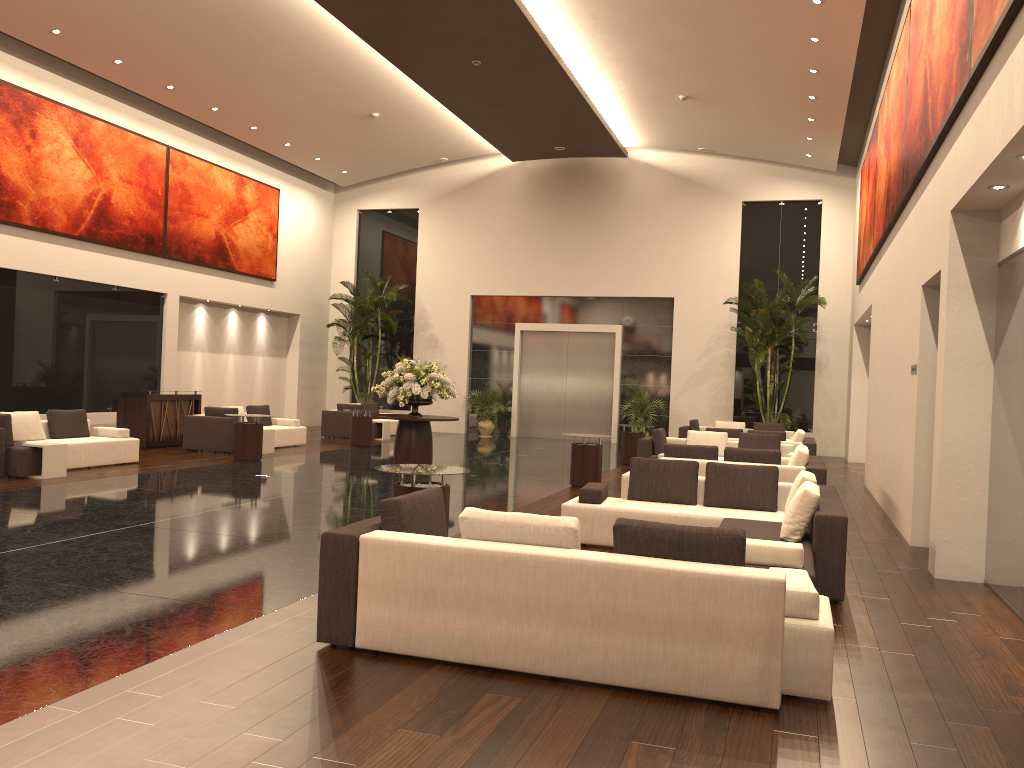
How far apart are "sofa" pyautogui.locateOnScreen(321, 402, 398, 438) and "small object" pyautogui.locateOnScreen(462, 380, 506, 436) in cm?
244

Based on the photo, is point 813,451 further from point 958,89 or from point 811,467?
point 958,89

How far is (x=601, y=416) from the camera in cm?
2472

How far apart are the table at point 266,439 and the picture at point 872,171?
11.6m

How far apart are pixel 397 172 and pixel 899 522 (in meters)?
18.95

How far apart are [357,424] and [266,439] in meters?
2.8

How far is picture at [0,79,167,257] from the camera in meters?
16.1

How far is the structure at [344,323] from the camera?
24.65m

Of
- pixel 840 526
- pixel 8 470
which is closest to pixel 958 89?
pixel 840 526

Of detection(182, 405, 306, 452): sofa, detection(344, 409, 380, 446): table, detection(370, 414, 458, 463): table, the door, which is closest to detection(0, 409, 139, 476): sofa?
detection(182, 405, 306, 452): sofa
